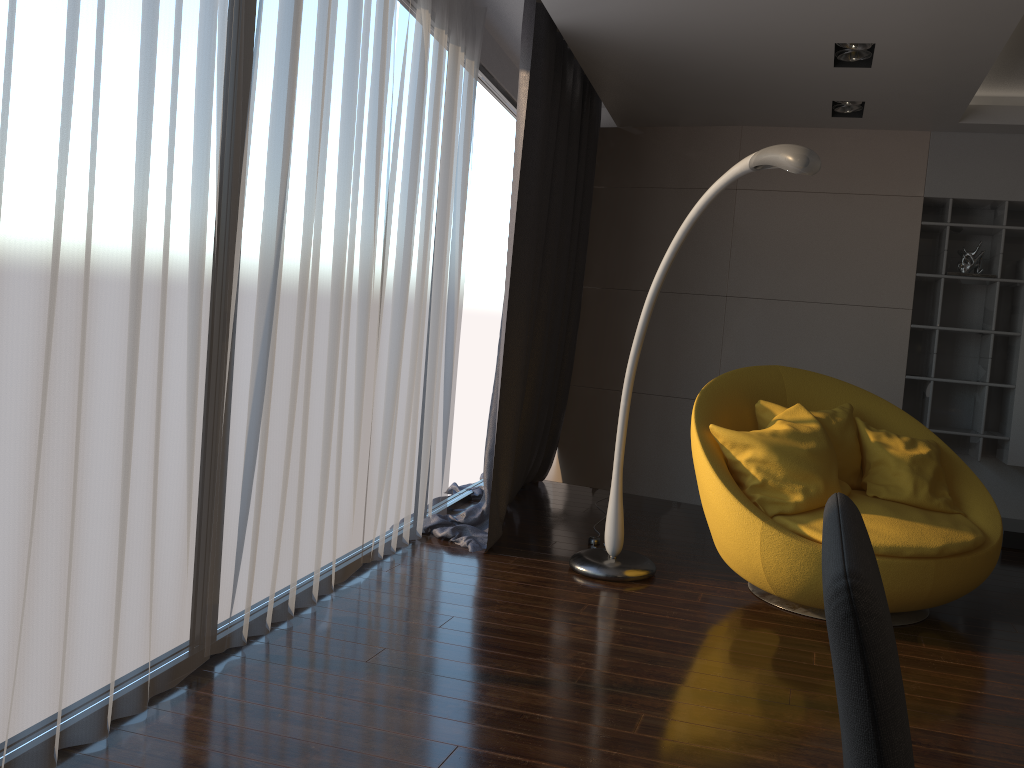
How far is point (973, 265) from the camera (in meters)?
5.23

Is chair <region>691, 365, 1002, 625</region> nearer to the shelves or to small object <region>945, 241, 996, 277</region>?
the shelves

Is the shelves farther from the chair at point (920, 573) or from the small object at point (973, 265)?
the chair at point (920, 573)

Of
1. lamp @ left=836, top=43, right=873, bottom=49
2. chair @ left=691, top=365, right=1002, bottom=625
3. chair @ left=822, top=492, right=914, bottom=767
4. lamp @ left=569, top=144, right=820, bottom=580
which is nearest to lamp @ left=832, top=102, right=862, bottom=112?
lamp @ left=836, top=43, right=873, bottom=49

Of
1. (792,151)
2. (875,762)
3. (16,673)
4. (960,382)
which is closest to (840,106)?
(960,382)

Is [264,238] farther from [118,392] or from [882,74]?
[882,74]

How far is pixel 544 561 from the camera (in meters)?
4.15

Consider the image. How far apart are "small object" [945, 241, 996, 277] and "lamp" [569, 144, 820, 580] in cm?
254

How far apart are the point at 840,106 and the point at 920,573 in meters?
2.8

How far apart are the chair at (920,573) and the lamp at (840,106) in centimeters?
168cm
